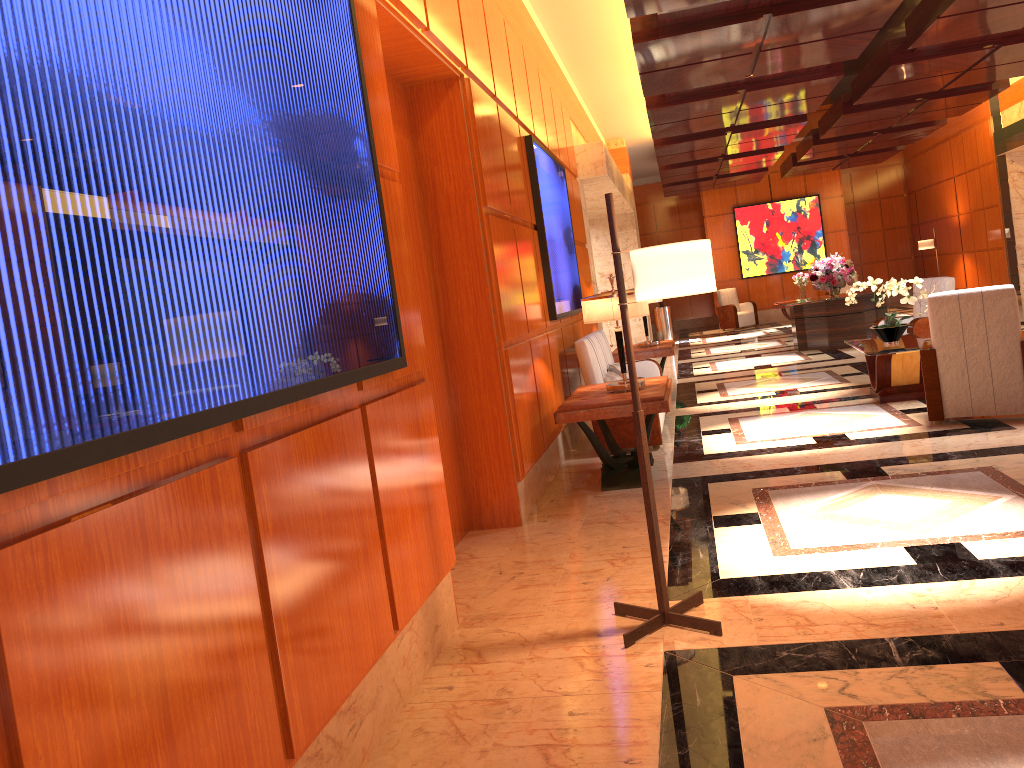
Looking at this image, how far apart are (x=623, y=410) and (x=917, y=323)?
4.8m

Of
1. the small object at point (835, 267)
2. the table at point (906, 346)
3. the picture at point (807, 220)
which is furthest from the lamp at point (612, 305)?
the picture at point (807, 220)

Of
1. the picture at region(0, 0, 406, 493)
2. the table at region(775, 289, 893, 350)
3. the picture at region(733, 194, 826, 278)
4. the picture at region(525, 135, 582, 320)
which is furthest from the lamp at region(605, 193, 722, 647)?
the picture at region(733, 194, 826, 278)

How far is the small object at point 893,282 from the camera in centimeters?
765cm

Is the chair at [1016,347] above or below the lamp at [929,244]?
below

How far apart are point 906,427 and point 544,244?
3.0 meters

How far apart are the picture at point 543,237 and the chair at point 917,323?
→ 3.4m

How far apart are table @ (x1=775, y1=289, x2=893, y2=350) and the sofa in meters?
5.0 m

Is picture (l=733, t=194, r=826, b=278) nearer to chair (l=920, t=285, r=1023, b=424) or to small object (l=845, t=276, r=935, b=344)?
small object (l=845, t=276, r=935, b=344)

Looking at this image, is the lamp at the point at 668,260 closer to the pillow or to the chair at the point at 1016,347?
the chair at the point at 1016,347
